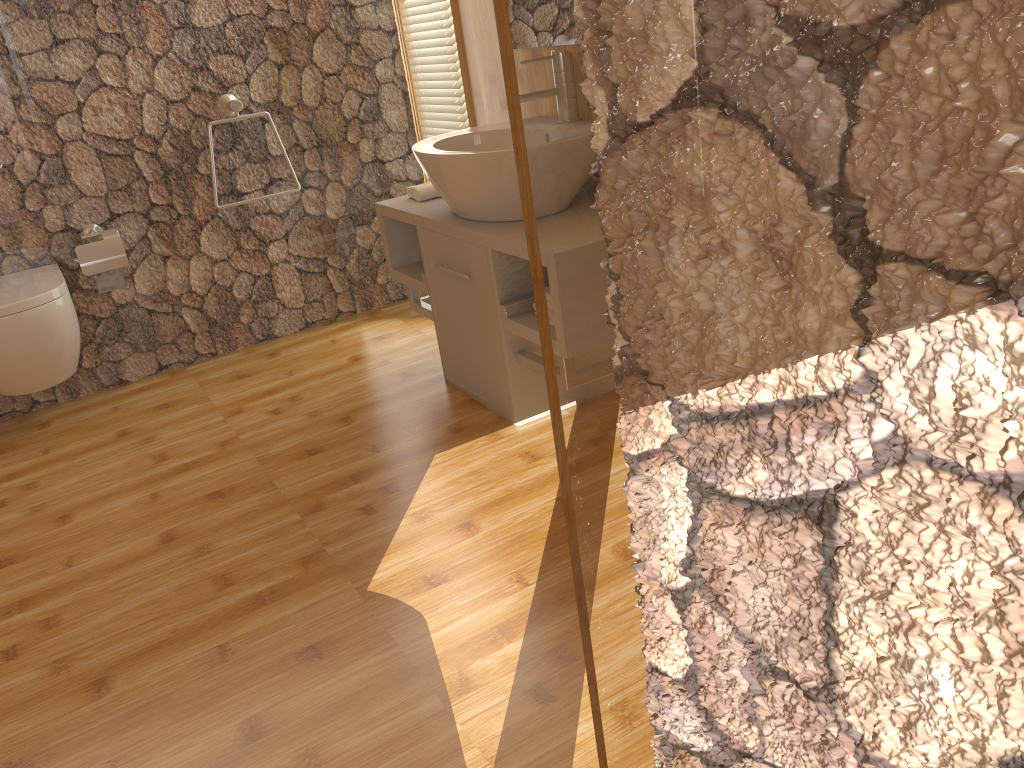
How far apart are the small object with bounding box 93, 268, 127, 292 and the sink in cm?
125

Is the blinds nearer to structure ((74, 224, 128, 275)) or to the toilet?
structure ((74, 224, 128, 275))

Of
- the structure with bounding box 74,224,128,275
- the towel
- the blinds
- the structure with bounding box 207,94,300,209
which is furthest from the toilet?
the blinds

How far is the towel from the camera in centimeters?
289cm

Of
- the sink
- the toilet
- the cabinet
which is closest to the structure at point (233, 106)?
the cabinet

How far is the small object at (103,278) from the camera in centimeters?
311cm

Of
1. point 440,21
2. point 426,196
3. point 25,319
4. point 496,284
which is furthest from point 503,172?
point 25,319

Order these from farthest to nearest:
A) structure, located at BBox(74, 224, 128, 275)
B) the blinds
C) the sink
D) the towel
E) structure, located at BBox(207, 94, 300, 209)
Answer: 1. the blinds
2. structure, located at BBox(207, 94, 300, 209)
3. structure, located at BBox(74, 224, 128, 275)
4. the towel
5. the sink

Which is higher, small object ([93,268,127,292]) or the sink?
the sink

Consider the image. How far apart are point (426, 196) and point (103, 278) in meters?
1.2
